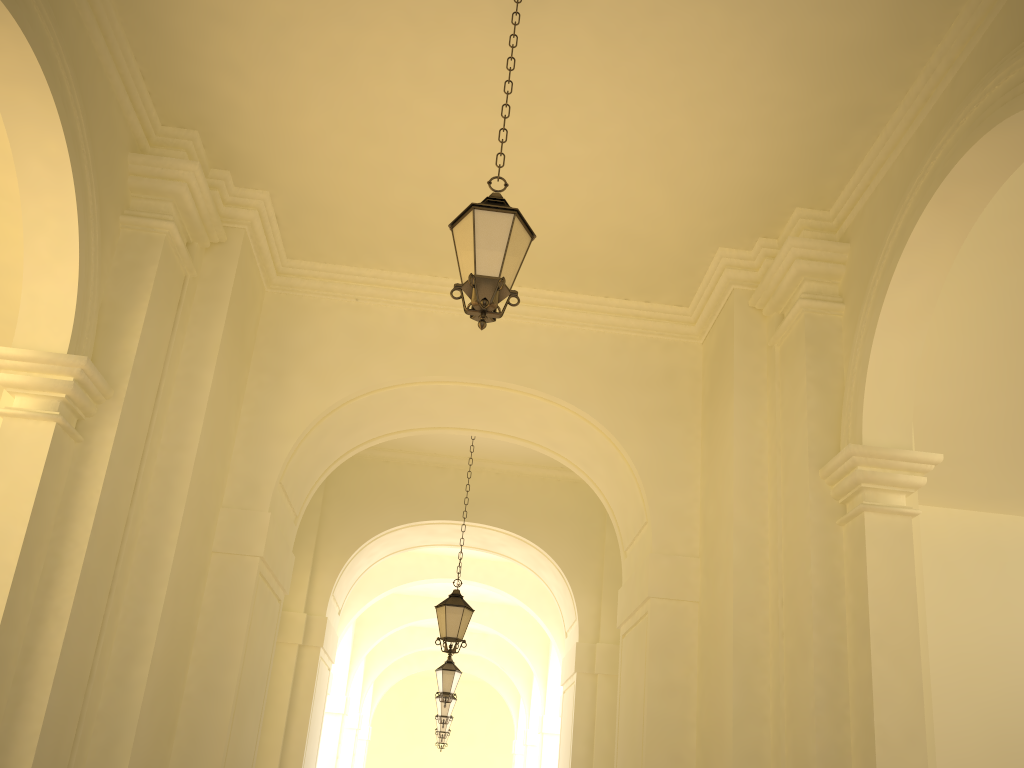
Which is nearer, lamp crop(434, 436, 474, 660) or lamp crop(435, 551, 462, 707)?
lamp crop(434, 436, 474, 660)

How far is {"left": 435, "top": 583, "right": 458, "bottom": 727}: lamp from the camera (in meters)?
18.35

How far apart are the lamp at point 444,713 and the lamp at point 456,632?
8.80m

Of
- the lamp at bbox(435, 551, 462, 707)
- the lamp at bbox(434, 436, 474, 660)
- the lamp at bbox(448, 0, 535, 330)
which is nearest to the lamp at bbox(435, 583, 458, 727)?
the lamp at bbox(435, 551, 462, 707)

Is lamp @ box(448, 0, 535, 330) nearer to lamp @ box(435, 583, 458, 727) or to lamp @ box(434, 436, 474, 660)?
lamp @ box(434, 436, 474, 660)

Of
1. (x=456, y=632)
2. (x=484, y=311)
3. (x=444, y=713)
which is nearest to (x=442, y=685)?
(x=444, y=713)

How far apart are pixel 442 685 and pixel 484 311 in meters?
11.4 m

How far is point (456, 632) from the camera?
10.35m

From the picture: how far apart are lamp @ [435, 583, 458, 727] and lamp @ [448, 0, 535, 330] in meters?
15.1

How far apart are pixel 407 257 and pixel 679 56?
3.5m
